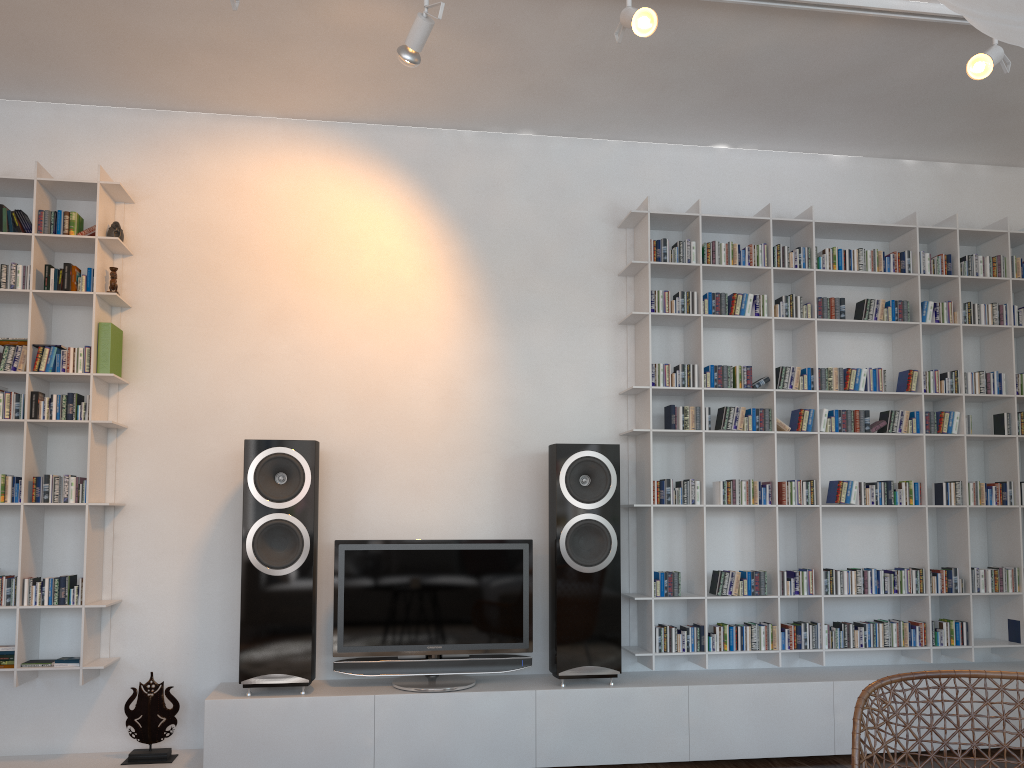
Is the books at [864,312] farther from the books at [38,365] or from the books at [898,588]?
the books at [38,365]

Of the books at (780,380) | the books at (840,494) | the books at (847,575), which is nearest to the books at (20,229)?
the books at (780,380)

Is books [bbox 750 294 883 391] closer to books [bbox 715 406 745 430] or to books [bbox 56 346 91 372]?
books [bbox 715 406 745 430]

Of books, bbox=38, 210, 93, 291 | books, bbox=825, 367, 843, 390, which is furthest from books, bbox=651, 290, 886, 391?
books, bbox=38, 210, 93, 291

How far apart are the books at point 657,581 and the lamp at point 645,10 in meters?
2.2 m

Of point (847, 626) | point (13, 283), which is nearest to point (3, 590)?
point (13, 283)

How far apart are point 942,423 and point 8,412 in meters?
4.0

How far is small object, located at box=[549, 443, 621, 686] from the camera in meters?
3.6 m

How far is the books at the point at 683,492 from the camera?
3.8 meters

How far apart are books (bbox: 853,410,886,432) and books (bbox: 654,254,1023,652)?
0.12m
